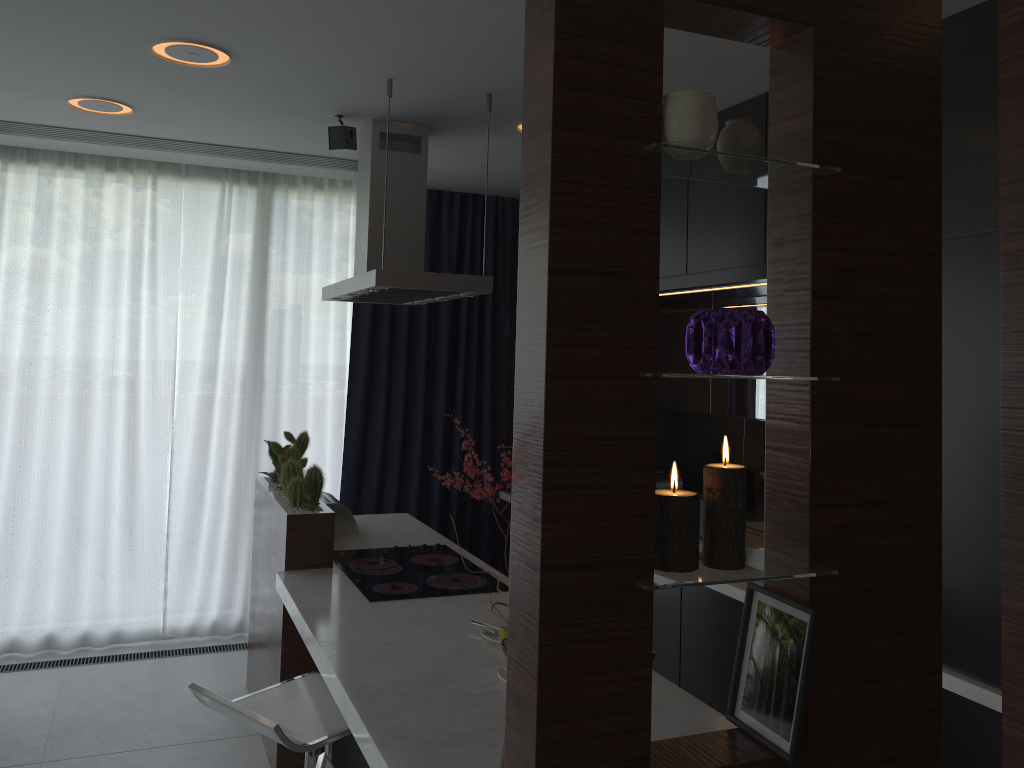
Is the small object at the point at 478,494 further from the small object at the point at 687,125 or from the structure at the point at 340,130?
the structure at the point at 340,130

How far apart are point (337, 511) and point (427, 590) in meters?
1.0

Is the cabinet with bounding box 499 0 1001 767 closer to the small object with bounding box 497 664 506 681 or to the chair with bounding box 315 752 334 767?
the small object with bounding box 497 664 506 681

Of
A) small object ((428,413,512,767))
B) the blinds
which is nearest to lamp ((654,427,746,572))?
small object ((428,413,512,767))

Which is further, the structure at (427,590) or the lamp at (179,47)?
the structure at (427,590)

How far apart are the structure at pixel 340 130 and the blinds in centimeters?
140cm

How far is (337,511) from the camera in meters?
3.9 m

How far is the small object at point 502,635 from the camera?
2.5 meters

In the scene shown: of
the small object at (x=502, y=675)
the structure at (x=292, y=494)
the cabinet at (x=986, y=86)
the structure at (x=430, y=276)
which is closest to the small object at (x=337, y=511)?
the structure at (x=292, y=494)

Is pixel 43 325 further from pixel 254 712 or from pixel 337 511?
pixel 254 712
